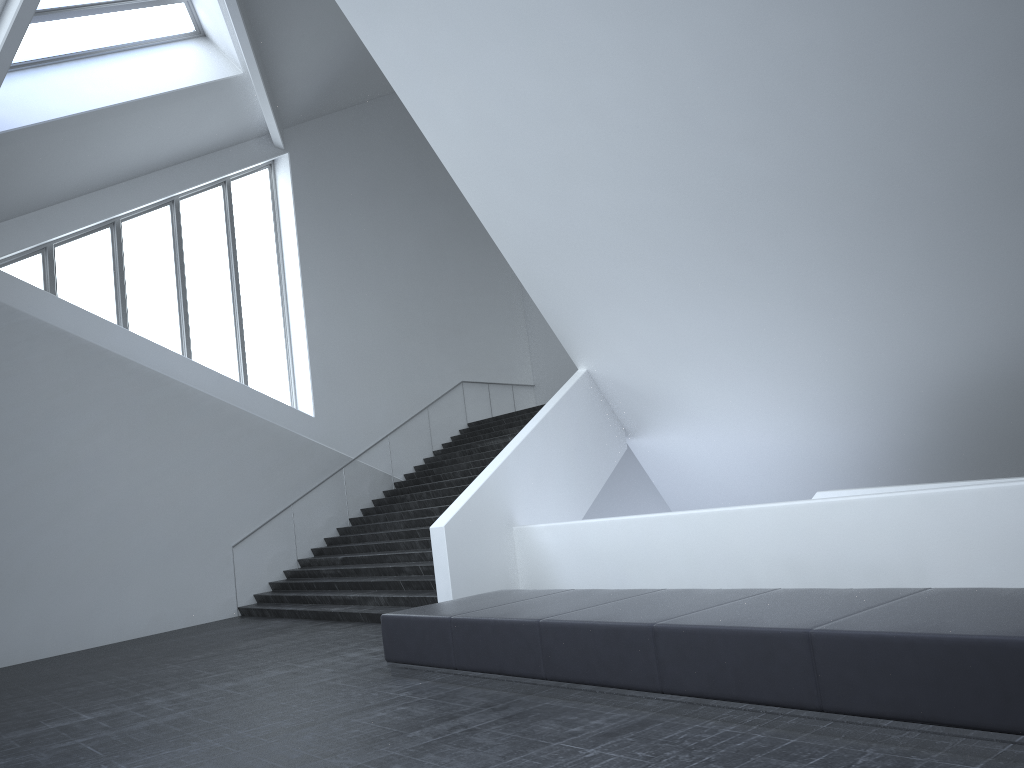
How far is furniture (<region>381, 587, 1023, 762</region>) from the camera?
4.2 meters

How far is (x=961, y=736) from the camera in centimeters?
425cm

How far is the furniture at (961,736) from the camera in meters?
4.2
